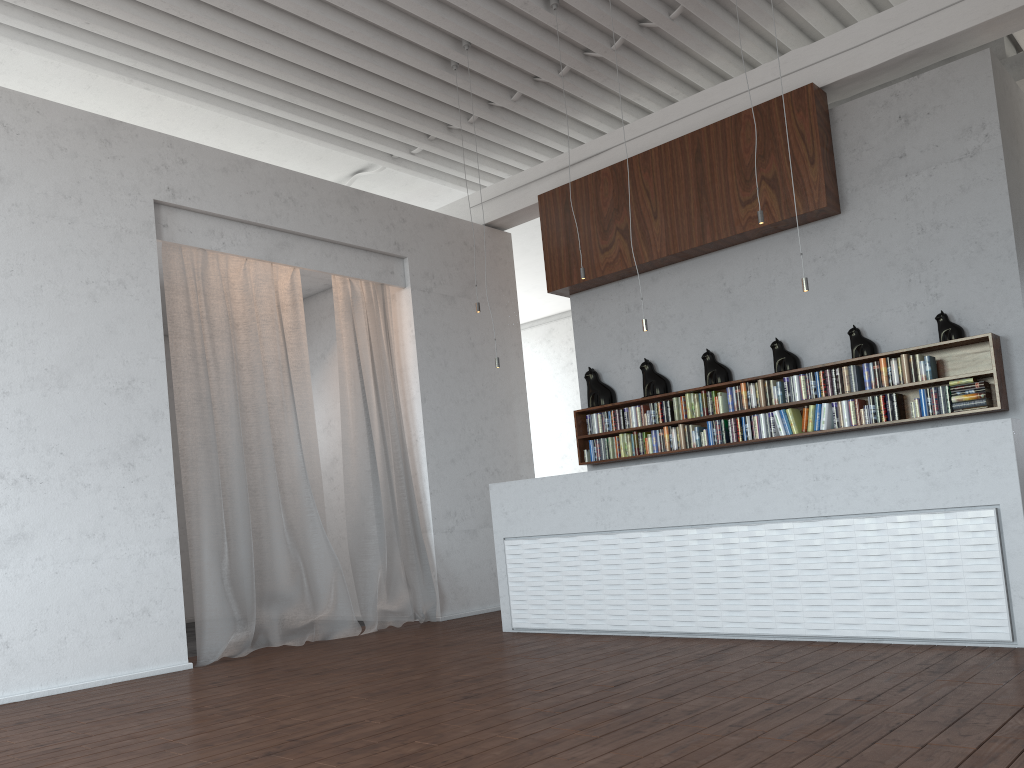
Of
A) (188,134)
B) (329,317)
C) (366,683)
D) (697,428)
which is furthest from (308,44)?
(366,683)
